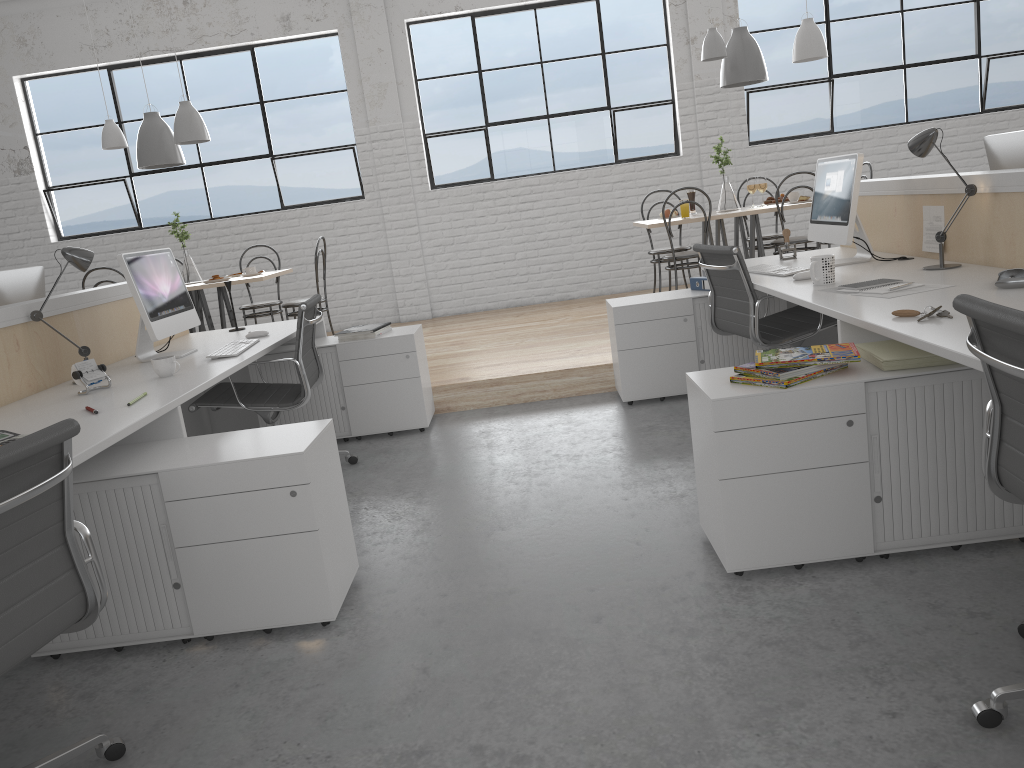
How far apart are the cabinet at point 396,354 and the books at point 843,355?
1.8 meters

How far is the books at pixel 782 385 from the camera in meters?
1.8

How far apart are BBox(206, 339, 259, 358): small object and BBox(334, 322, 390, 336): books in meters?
0.5

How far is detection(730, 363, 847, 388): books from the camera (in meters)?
1.82

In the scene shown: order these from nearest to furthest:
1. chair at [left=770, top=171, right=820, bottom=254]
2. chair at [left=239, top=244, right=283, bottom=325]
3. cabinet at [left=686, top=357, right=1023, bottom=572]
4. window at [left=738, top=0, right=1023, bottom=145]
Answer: cabinet at [left=686, top=357, right=1023, bottom=572] → chair at [left=770, top=171, right=820, bottom=254] → chair at [left=239, top=244, right=283, bottom=325] → window at [left=738, top=0, right=1023, bottom=145]

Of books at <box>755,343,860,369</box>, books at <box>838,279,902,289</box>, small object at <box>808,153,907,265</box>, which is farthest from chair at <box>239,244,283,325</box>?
books at <box>755,343,860,369</box>

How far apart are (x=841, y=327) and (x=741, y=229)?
3.2m

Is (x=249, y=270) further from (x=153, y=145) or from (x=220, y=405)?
(x=220, y=405)

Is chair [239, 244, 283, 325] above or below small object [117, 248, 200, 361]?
below

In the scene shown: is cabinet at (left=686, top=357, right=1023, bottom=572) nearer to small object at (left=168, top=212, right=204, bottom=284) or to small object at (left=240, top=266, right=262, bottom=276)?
small object at (left=240, top=266, right=262, bottom=276)
